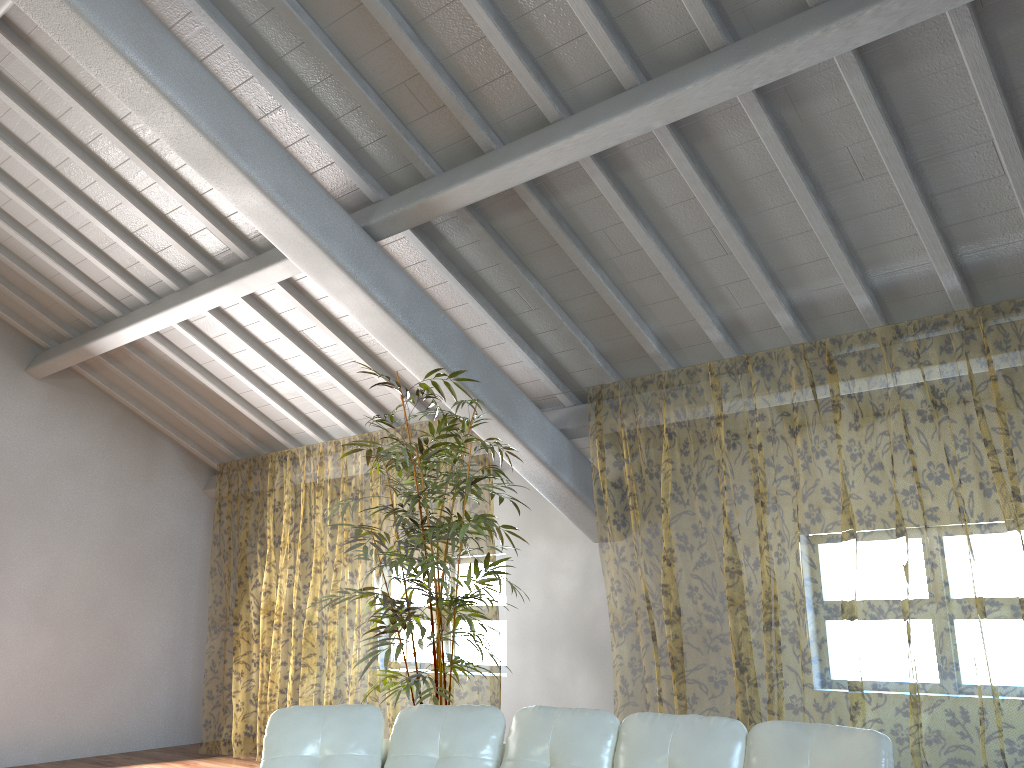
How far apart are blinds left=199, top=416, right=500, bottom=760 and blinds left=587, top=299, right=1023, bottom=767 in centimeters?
160cm

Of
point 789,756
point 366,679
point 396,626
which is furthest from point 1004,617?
point 366,679

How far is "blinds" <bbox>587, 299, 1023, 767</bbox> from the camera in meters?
9.1

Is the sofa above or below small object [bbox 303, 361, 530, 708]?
below

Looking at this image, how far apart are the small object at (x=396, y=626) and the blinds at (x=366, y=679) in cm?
167

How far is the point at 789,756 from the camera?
2.7m

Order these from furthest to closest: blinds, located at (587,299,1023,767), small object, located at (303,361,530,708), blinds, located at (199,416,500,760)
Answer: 1. blinds, located at (199,416,500,760)
2. blinds, located at (587,299,1023,767)
3. small object, located at (303,361,530,708)

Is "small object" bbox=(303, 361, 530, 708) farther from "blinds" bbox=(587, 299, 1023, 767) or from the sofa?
"blinds" bbox=(587, 299, 1023, 767)

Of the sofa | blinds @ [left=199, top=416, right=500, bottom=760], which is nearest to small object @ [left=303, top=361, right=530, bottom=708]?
the sofa

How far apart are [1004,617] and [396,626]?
7.4 meters
